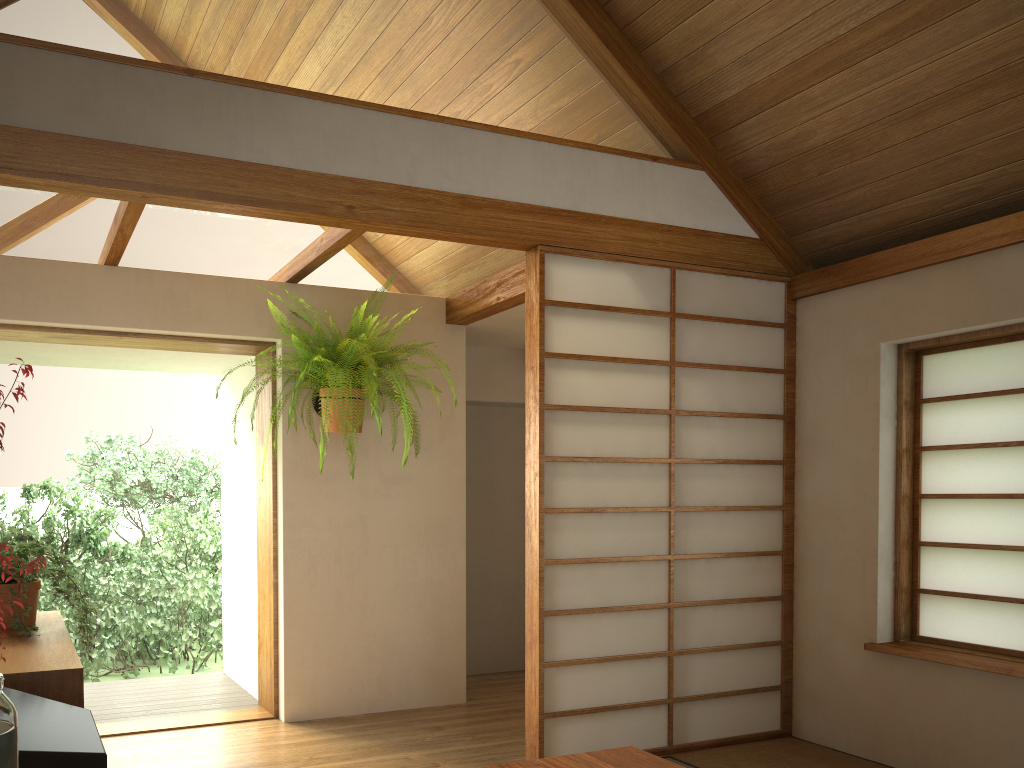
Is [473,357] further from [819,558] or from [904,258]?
[904,258]

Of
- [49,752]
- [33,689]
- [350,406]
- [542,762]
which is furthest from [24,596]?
[350,406]

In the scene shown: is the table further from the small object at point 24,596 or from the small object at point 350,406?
the small object at point 350,406

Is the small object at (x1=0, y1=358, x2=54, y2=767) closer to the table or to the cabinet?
the cabinet

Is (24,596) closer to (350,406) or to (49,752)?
(49,752)

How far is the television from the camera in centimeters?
116cm

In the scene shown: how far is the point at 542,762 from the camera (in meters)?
2.47

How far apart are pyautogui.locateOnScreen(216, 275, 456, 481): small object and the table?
1.9m

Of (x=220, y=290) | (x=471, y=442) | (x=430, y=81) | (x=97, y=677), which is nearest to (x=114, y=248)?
(x=220, y=290)

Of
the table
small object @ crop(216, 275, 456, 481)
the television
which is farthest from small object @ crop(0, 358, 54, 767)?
small object @ crop(216, 275, 456, 481)
